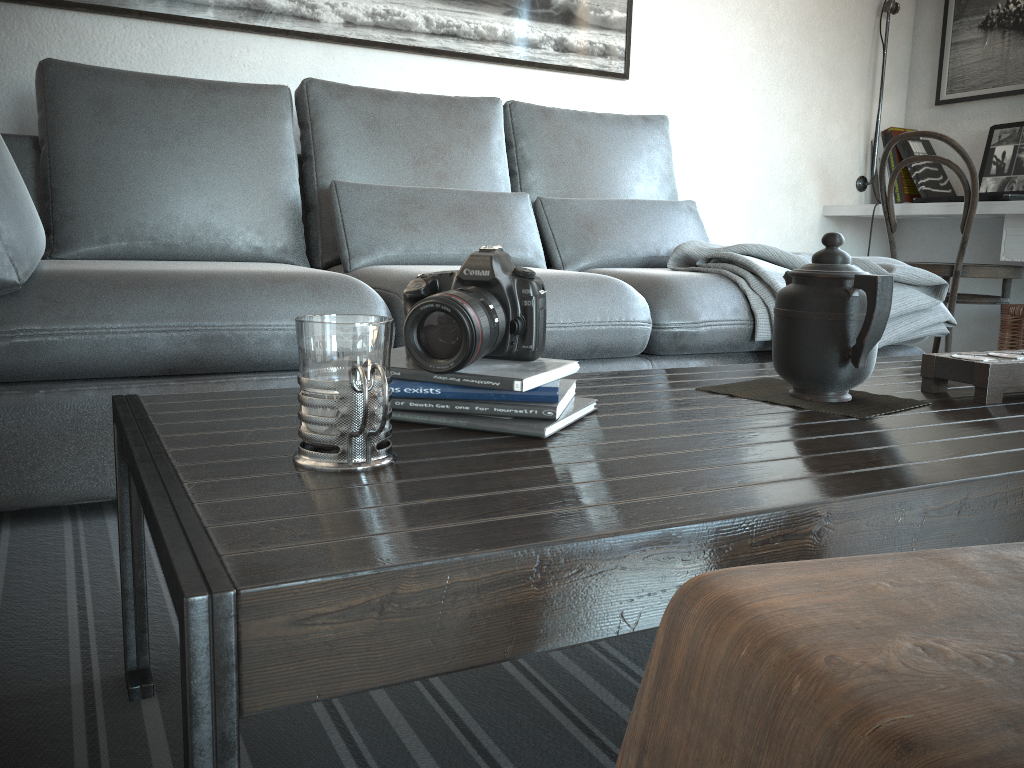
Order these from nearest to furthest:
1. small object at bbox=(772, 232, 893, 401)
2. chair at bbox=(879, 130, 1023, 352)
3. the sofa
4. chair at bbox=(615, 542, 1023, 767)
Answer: chair at bbox=(615, 542, 1023, 767) < small object at bbox=(772, 232, 893, 401) < the sofa < chair at bbox=(879, 130, 1023, 352)

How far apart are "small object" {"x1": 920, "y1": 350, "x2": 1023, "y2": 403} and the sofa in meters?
0.8 m

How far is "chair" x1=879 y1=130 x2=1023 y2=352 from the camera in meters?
3.0 m

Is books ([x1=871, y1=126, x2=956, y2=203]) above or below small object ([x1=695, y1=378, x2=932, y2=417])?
above

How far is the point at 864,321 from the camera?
1.0m

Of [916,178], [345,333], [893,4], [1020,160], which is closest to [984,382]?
[345,333]

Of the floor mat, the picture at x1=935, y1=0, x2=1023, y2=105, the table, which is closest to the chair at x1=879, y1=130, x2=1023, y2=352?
the picture at x1=935, y1=0, x2=1023, y2=105

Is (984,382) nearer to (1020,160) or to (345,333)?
(345,333)

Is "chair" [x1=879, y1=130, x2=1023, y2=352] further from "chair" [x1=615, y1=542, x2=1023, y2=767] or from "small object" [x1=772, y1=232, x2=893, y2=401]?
"chair" [x1=615, y1=542, x2=1023, y2=767]

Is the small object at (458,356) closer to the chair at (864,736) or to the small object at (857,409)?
the small object at (857,409)
